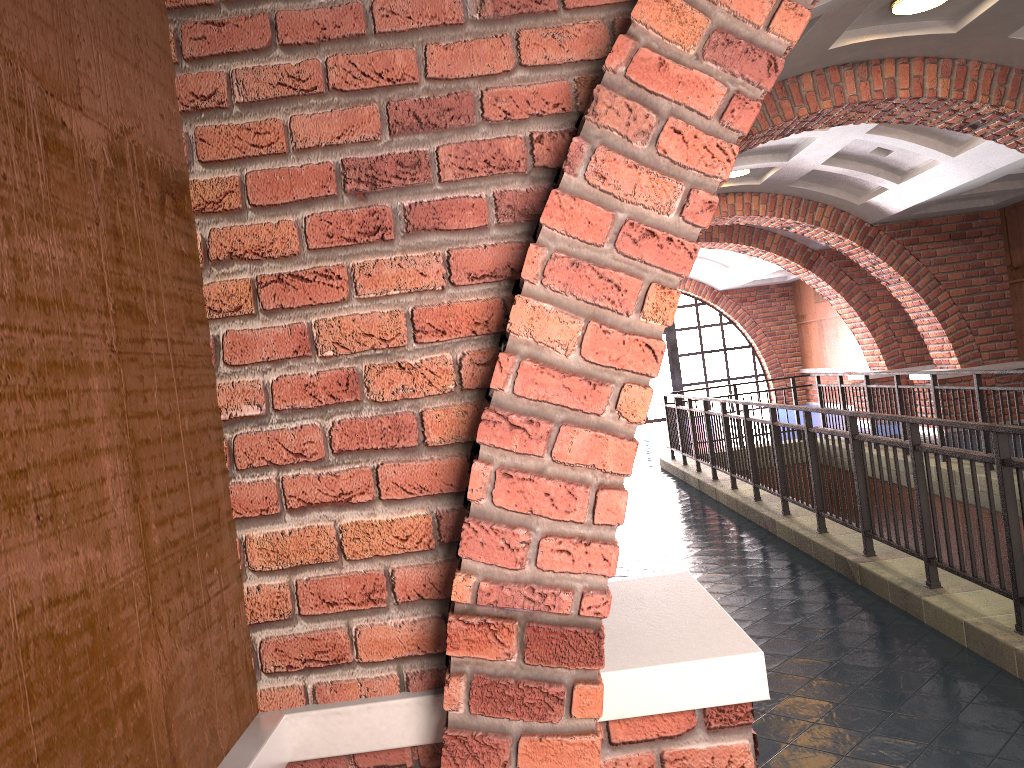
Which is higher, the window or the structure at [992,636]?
the window

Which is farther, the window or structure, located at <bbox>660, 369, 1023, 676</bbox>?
the window

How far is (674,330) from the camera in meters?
21.9 m

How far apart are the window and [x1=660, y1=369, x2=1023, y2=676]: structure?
9.29m

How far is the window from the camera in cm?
2194

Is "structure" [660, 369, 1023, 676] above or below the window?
below

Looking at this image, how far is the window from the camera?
21.9m

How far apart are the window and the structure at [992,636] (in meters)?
9.29

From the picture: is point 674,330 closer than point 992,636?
No

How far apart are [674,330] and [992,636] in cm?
1827
